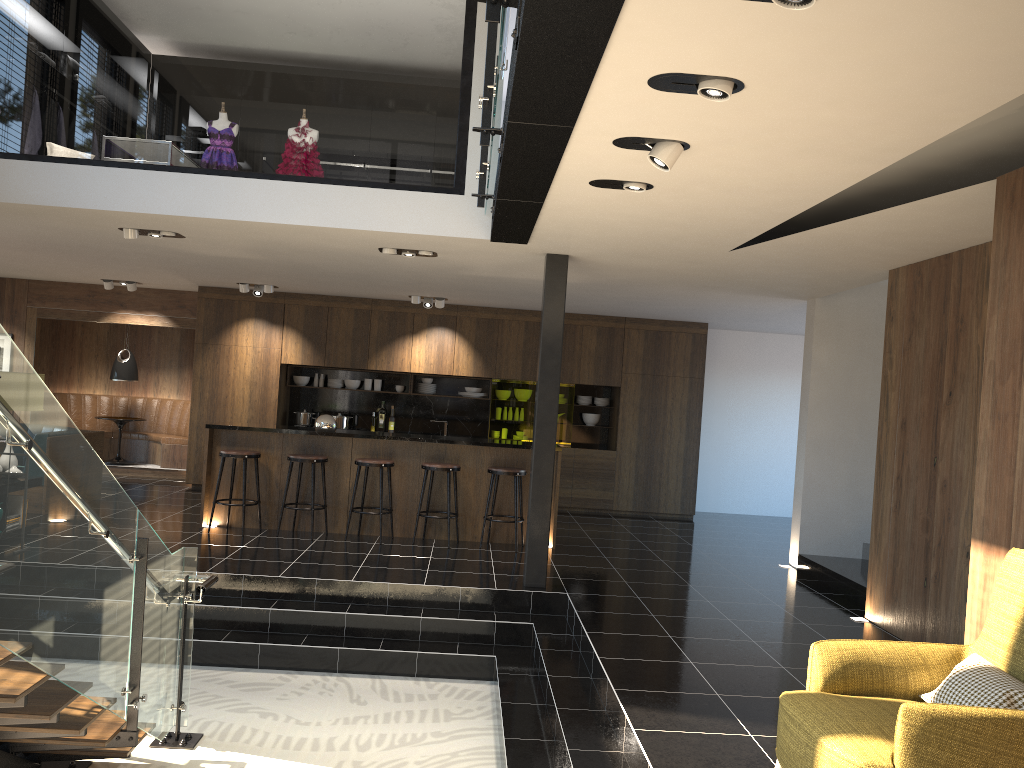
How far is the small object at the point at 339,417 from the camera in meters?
12.0

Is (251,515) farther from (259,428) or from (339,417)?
(339,417)

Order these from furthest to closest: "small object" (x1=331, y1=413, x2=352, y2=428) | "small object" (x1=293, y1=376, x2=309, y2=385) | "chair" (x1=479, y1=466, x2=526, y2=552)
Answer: → 1. "small object" (x1=293, y1=376, x2=309, y2=385)
2. "small object" (x1=331, y1=413, x2=352, y2=428)
3. "chair" (x1=479, y1=466, x2=526, y2=552)

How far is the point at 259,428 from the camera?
8.8m

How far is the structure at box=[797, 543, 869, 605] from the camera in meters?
7.5 m

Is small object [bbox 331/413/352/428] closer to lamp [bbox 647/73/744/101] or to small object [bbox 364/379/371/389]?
small object [bbox 364/379/371/389]

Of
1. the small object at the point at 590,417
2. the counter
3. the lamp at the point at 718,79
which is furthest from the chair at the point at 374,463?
the lamp at the point at 718,79

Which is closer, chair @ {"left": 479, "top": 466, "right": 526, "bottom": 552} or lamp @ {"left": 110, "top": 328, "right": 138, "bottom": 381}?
chair @ {"left": 479, "top": 466, "right": 526, "bottom": 552}

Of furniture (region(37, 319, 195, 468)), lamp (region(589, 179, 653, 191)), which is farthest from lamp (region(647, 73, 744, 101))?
furniture (region(37, 319, 195, 468))

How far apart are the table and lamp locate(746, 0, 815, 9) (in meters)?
11.98
